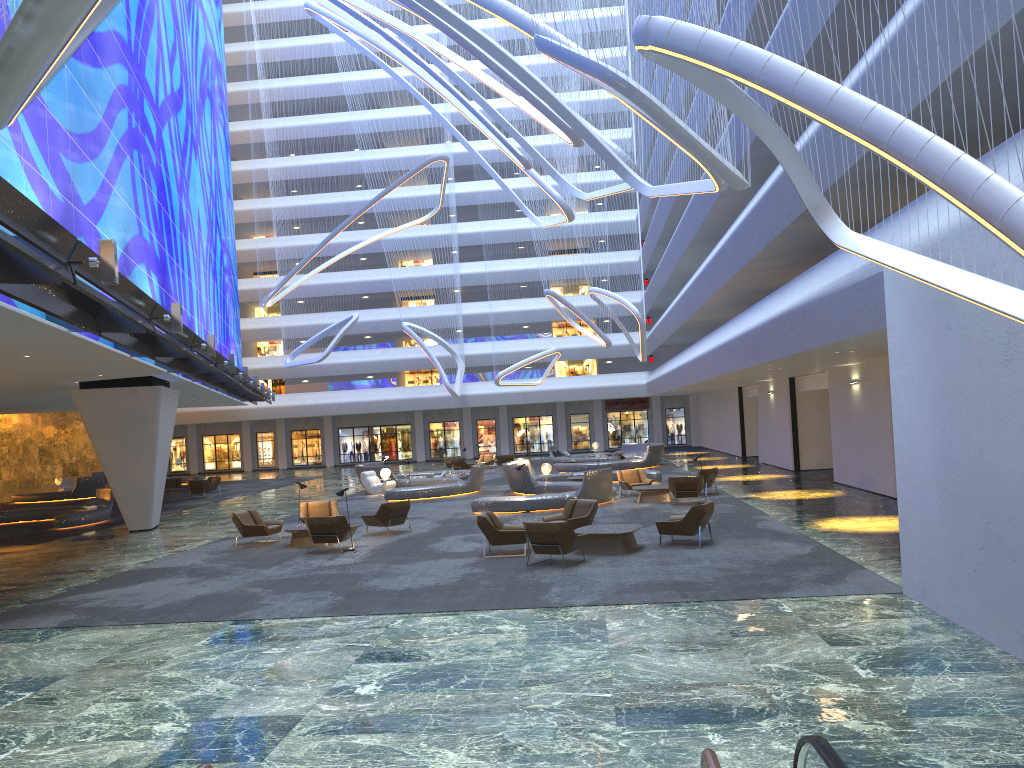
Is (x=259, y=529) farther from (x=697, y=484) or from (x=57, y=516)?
(x=697, y=484)

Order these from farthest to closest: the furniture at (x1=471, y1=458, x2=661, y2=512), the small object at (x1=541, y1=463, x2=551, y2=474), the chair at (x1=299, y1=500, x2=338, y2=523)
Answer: the small object at (x1=541, y1=463, x2=551, y2=474)
the furniture at (x1=471, y1=458, x2=661, y2=512)
the chair at (x1=299, y1=500, x2=338, y2=523)

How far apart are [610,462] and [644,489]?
14.12m

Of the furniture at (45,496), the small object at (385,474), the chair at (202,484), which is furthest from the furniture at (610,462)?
the furniture at (45,496)

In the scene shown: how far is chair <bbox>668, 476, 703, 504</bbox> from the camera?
22.62m

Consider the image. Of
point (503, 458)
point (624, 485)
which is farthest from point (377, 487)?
point (503, 458)

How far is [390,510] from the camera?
20.0 meters

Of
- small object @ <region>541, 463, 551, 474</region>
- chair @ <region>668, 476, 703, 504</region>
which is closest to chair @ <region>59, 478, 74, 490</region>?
small object @ <region>541, 463, 551, 474</region>

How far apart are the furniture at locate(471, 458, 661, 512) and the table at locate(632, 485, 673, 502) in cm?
89

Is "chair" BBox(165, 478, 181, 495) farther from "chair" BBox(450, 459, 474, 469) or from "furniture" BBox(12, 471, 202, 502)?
"chair" BBox(450, 459, 474, 469)
